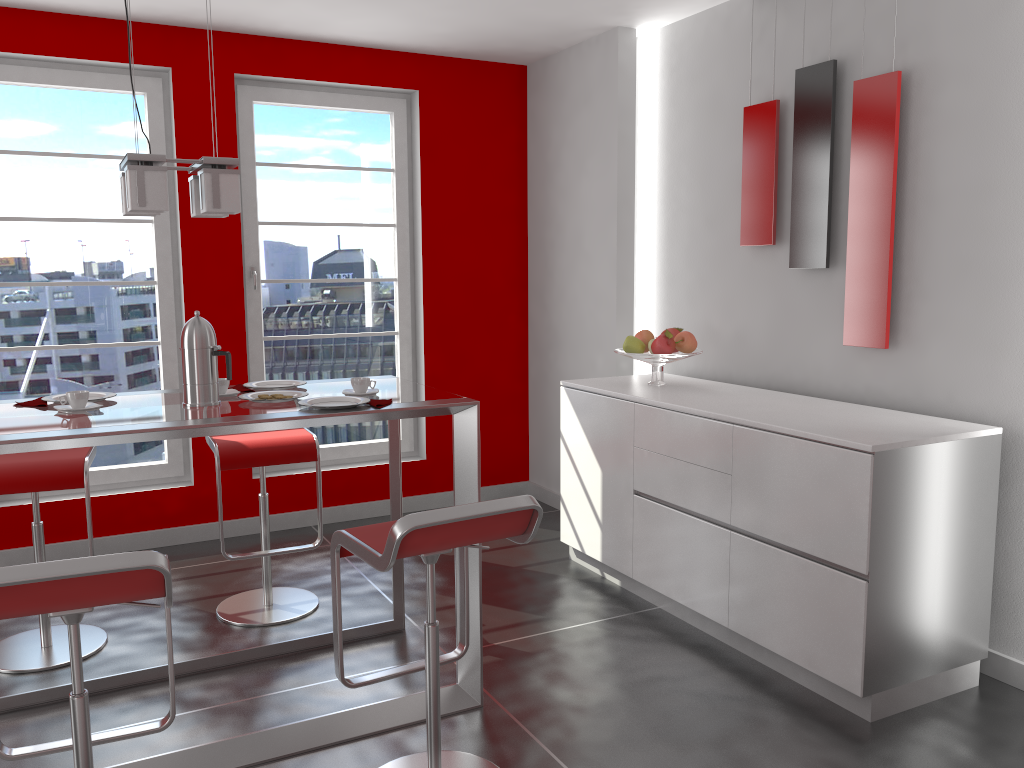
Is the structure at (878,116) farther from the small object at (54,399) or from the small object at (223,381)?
the small object at (54,399)

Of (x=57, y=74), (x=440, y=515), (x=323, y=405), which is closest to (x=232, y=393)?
(x=323, y=405)

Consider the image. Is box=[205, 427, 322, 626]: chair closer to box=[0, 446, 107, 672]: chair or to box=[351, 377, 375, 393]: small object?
box=[0, 446, 107, 672]: chair

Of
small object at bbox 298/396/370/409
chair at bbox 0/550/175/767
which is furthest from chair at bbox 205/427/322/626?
chair at bbox 0/550/175/767

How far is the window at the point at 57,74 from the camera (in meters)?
4.23

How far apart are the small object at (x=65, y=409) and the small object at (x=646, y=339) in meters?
2.3

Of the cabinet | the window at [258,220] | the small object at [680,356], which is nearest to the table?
the cabinet

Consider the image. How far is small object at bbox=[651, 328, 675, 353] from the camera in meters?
3.9

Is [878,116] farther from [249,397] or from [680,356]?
[249,397]

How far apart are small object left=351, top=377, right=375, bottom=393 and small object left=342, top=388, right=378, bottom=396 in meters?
0.0
